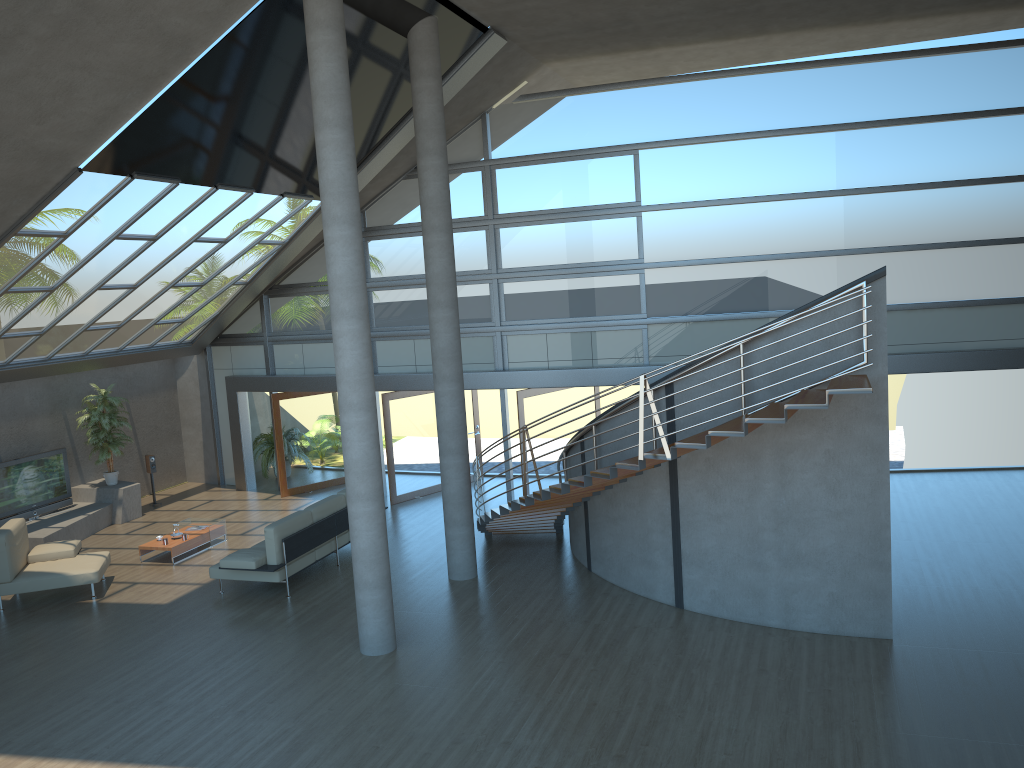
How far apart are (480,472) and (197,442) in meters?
6.1

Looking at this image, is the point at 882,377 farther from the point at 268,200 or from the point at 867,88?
the point at 268,200

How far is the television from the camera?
14.3 meters

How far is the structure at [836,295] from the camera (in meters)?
8.36

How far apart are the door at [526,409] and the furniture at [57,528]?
7.08m

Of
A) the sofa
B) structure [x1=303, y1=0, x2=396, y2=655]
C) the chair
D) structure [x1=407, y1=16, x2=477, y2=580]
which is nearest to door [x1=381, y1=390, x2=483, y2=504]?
the sofa

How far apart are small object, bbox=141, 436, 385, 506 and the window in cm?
173

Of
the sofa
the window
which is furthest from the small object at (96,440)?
the sofa

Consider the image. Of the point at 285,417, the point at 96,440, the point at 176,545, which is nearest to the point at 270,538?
the point at 176,545

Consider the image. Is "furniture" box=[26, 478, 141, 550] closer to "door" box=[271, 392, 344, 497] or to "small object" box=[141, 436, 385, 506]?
"small object" box=[141, 436, 385, 506]
